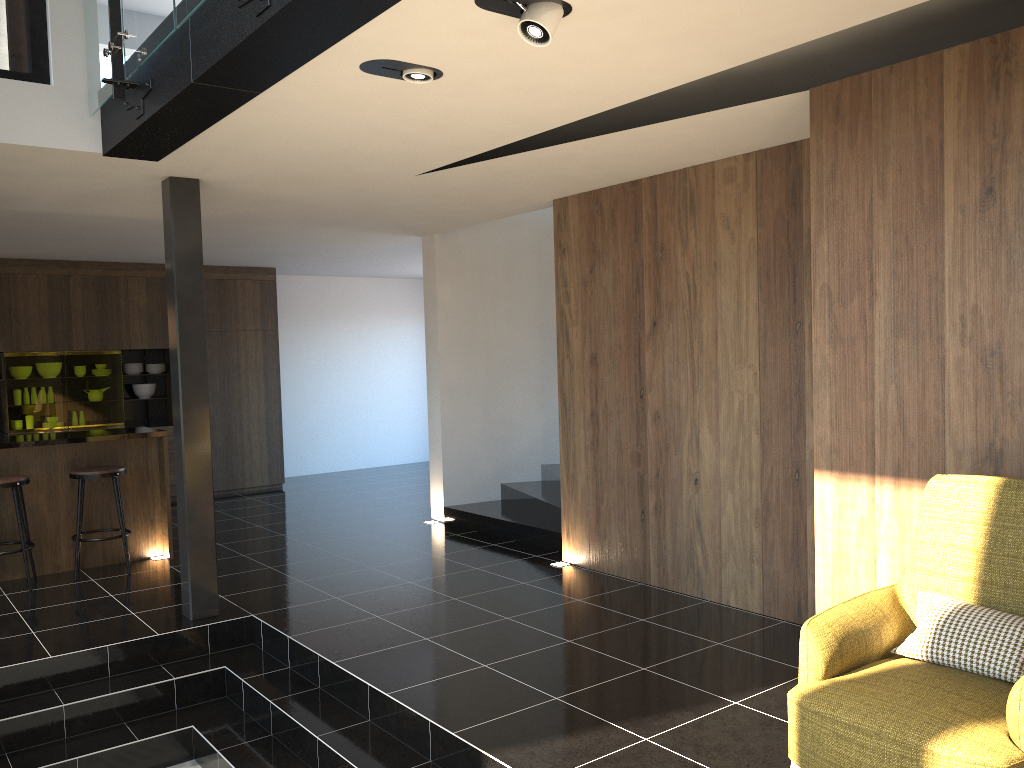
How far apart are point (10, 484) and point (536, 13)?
5.3m

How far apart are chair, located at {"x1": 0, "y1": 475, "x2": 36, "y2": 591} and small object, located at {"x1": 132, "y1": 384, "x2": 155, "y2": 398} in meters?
4.0

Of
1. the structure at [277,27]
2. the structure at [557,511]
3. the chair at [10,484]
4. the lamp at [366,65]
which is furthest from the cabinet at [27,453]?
the lamp at [366,65]

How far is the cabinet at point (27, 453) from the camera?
6.64m

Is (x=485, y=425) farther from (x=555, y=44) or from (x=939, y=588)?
(x=939, y=588)

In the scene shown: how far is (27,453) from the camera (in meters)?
6.64

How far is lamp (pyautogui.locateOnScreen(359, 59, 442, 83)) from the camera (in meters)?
3.39

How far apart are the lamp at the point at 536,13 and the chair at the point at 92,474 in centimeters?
506cm

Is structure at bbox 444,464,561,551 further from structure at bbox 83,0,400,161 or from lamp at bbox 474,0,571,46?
lamp at bbox 474,0,571,46

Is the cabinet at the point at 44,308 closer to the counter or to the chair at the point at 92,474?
the counter
